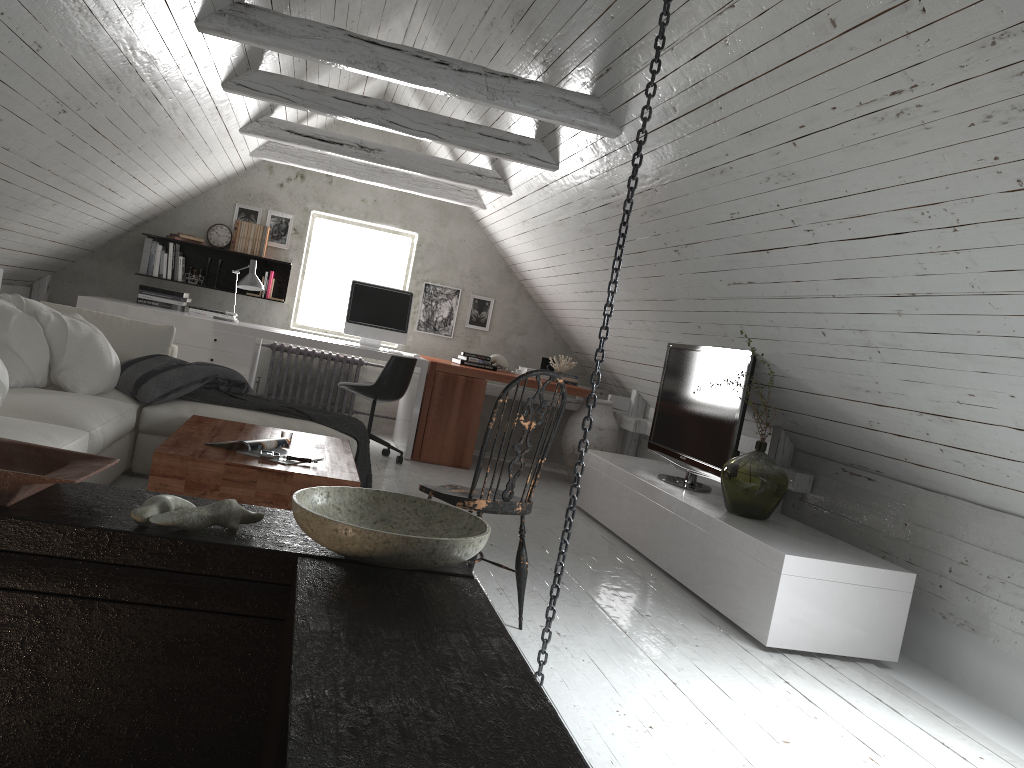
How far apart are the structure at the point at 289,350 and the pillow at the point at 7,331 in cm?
285

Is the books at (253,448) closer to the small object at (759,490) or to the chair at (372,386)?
the small object at (759,490)

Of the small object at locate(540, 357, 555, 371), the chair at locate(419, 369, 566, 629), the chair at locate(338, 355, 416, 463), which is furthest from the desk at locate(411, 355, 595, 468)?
the chair at locate(419, 369, 566, 629)

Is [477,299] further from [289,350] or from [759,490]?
[759,490]

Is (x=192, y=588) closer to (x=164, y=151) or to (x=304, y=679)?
(x=304, y=679)

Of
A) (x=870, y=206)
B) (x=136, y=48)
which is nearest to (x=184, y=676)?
(x=870, y=206)

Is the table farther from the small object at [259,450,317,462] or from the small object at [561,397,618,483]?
the small object at [561,397,618,483]

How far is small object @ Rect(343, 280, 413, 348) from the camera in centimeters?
667cm

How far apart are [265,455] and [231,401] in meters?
1.3 m

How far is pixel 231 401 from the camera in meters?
4.5
